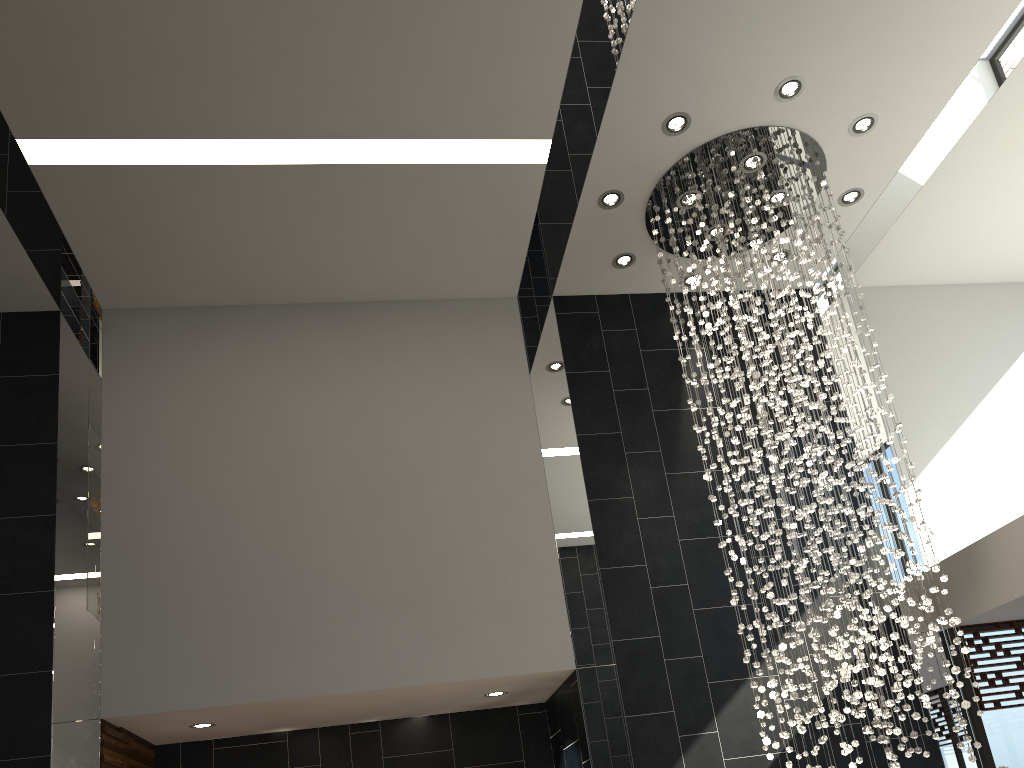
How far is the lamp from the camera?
5.24m

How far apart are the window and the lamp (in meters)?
1.19

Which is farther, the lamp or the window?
the window

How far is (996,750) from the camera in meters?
6.1

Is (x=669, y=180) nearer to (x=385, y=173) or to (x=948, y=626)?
(x=385, y=173)

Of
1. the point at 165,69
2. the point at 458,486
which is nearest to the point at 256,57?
the point at 165,69

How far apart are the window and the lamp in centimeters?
119cm

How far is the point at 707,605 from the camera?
6.3m

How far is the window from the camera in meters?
6.1 m

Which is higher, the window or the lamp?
the lamp
